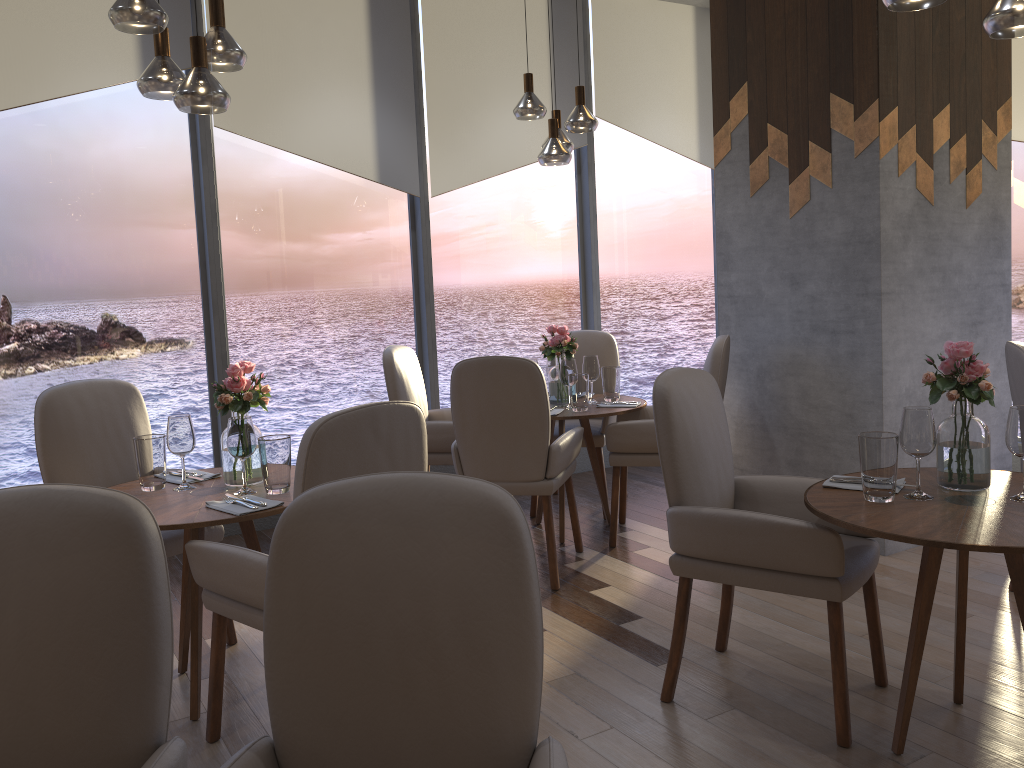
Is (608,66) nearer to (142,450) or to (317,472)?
(142,450)

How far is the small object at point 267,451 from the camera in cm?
278

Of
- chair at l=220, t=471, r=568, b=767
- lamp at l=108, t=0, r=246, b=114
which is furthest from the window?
chair at l=220, t=471, r=568, b=767

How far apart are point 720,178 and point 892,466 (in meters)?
2.61

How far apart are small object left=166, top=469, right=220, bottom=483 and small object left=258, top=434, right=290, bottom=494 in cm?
37

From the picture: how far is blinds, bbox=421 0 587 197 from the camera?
5.28m

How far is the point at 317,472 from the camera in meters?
2.2 m

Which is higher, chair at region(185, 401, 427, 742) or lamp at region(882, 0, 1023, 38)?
lamp at region(882, 0, 1023, 38)

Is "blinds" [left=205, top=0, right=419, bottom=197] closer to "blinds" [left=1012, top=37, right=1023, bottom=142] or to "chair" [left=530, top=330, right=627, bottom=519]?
"chair" [left=530, top=330, right=627, bottom=519]

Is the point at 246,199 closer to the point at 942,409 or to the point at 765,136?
the point at 765,136
